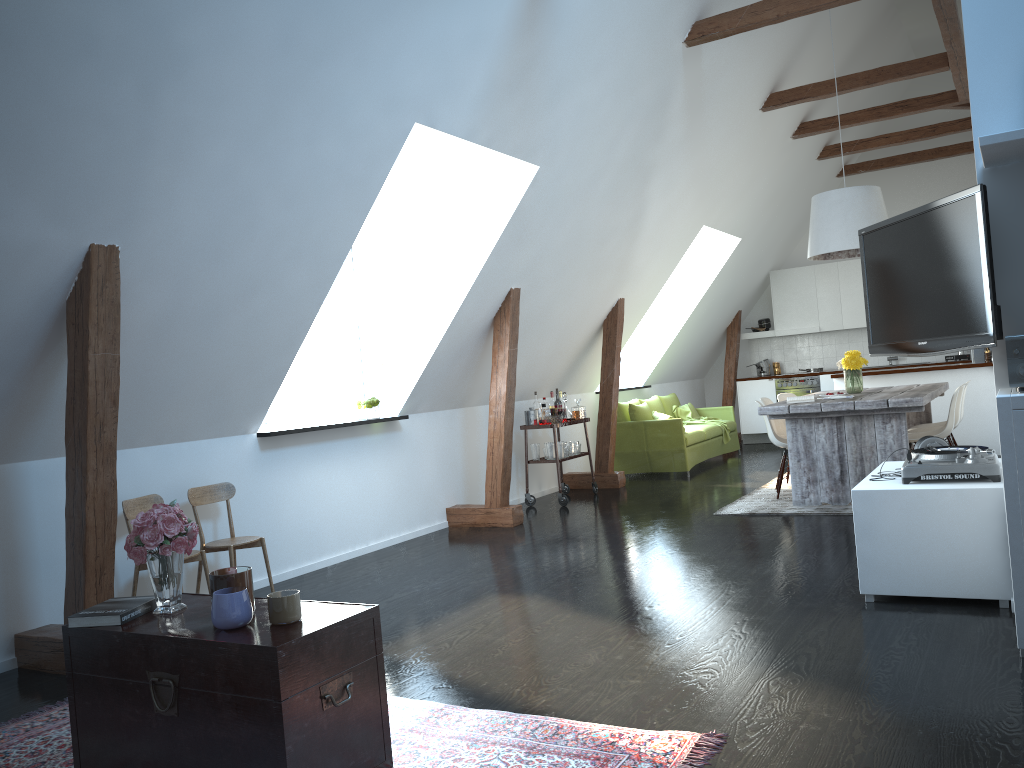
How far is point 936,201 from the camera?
3.72m

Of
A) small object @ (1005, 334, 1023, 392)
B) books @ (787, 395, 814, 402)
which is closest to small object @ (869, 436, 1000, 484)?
small object @ (1005, 334, 1023, 392)

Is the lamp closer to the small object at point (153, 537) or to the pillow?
the pillow

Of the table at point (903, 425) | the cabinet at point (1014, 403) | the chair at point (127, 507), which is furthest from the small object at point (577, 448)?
the cabinet at point (1014, 403)

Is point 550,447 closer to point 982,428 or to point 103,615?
point 982,428

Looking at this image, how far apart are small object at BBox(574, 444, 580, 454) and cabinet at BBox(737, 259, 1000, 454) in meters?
3.1 m

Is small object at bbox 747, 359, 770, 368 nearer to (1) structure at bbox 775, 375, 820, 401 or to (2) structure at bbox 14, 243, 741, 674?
(2) structure at bbox 14, 243, 741, 674

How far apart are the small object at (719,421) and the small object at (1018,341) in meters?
7.3

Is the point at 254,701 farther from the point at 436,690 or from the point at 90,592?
the point at 90,592

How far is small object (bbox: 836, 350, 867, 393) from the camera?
7.4m
